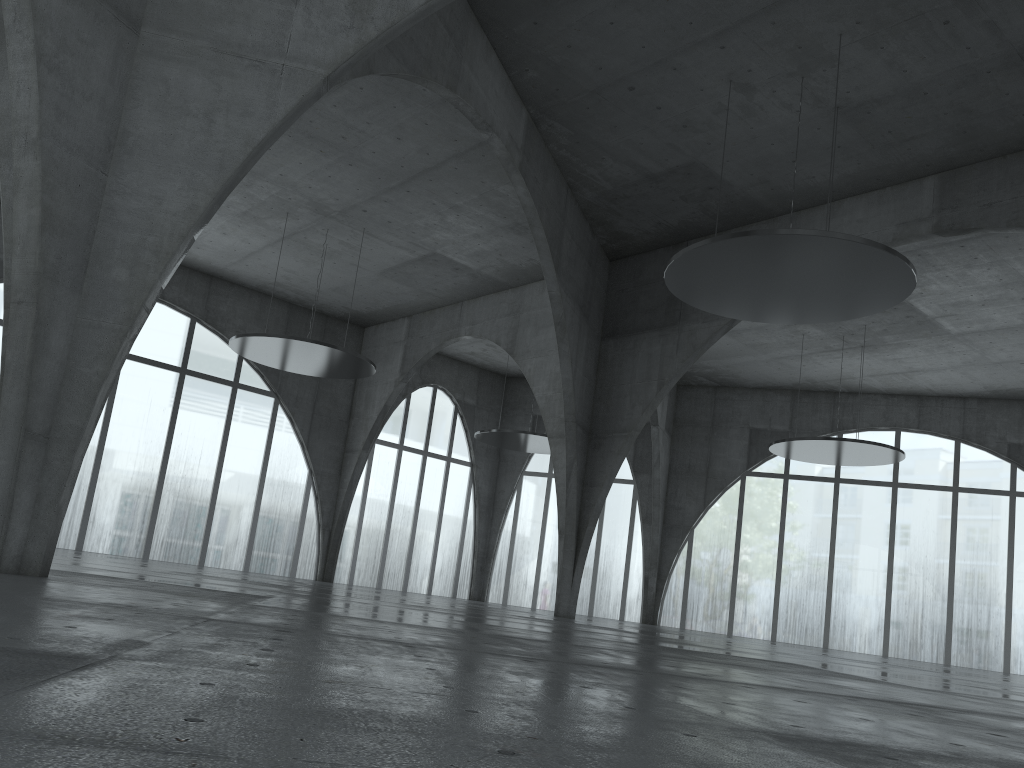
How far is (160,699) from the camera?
5.1 meters

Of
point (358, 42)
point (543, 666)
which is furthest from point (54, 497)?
point (358, 42)
